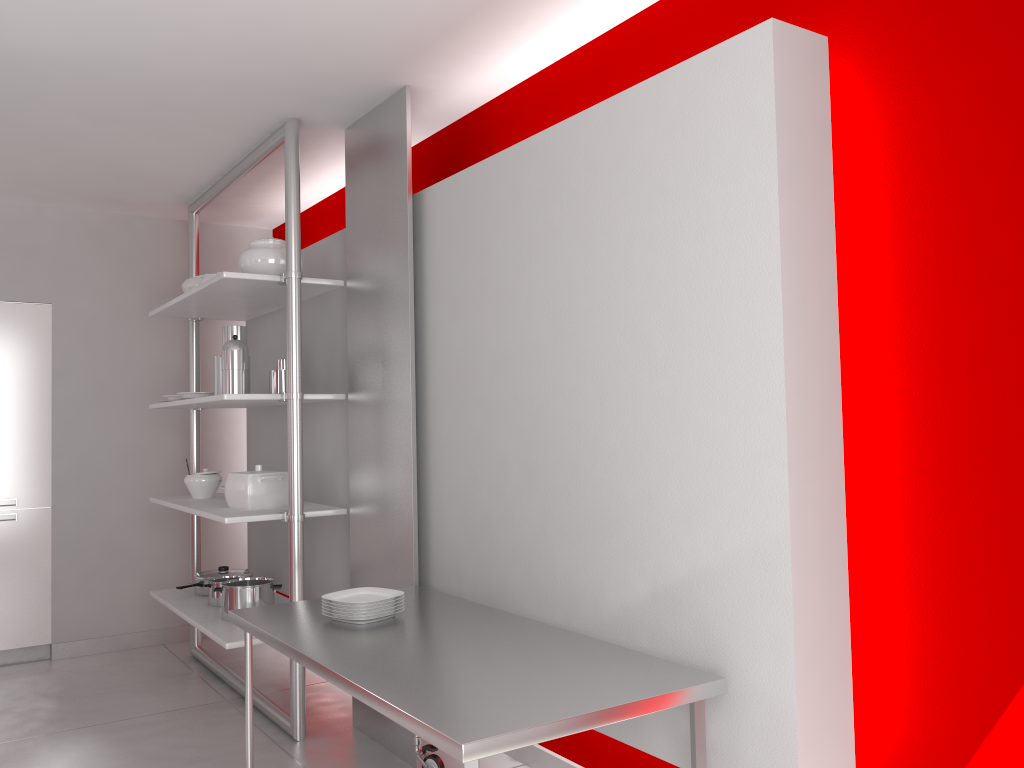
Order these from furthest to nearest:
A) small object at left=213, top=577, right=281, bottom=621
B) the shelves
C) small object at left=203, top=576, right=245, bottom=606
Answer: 1. small object at left=203, top=576, right=245, bottom=606
2. small object at left=213, top=577, right=281, bottom=621
3. the shelves

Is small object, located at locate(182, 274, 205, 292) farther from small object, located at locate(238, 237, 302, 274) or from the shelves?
small object, located at locate(238, 237, 302, 274)

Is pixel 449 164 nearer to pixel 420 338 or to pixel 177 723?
pixel 420 338

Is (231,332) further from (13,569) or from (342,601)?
(13,569)

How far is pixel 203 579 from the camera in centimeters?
466cm

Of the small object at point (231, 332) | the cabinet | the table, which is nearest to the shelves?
the small object at point (231, 332)

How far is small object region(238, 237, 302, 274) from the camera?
3.9 meters

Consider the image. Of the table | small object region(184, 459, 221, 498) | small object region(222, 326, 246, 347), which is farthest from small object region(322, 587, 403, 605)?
small object region(184, 459, 221, 498)

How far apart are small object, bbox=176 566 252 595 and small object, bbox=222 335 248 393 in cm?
130

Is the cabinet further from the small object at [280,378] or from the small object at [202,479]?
the small object at [280,378]
